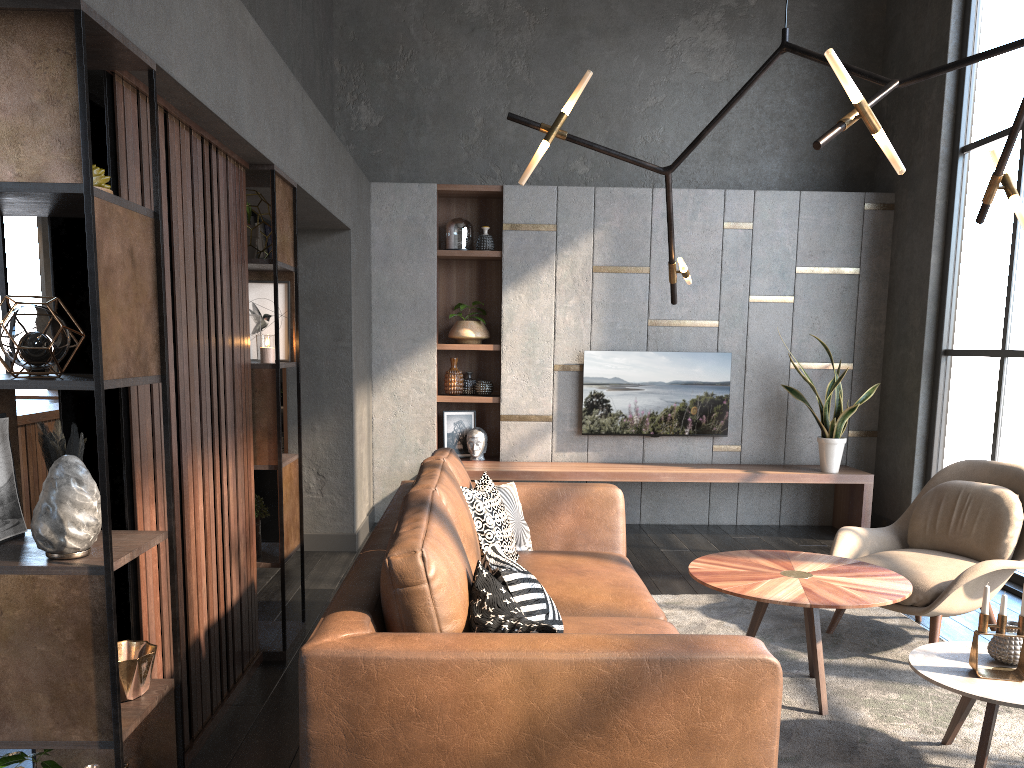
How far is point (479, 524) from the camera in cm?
339

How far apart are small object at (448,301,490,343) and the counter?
2.7m

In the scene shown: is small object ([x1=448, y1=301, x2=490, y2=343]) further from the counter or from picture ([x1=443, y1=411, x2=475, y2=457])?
the counter

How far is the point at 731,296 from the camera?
6.65m

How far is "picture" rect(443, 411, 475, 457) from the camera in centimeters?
681cm

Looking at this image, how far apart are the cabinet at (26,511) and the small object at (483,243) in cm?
312

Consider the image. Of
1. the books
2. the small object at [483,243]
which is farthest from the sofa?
the books

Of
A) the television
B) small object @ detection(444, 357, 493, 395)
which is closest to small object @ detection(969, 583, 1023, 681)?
the television

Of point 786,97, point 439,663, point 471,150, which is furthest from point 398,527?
point 786,97

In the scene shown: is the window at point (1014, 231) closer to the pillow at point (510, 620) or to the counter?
the pillow at point (510, 620)
